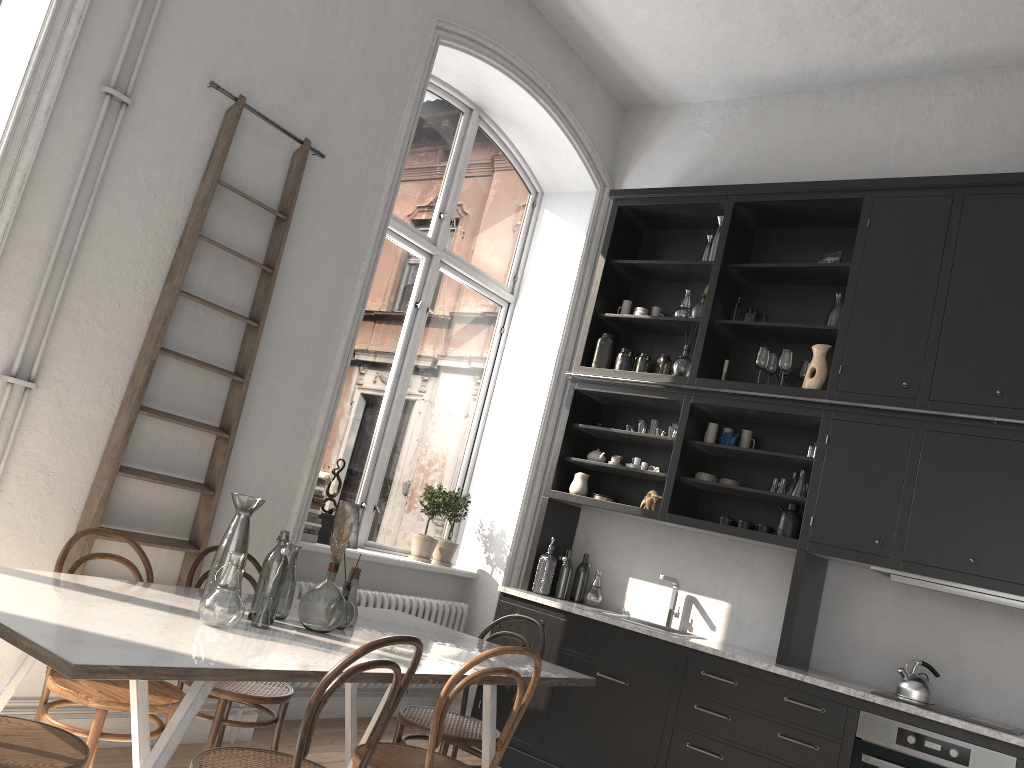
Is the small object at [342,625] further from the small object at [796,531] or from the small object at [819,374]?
the small object at [819,374]

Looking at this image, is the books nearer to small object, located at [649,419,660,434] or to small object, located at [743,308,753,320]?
small object, located at [649,419,660,434]

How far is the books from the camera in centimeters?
475cm

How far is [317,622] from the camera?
2.93m

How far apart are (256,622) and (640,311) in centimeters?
356cm

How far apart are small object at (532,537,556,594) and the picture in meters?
1.1

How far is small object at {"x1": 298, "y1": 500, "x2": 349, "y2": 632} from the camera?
2.9 meters

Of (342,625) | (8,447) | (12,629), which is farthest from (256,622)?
(8,447)

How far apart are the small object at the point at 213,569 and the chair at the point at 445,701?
0.7 meters

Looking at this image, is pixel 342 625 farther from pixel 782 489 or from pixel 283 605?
pixel 782 489
